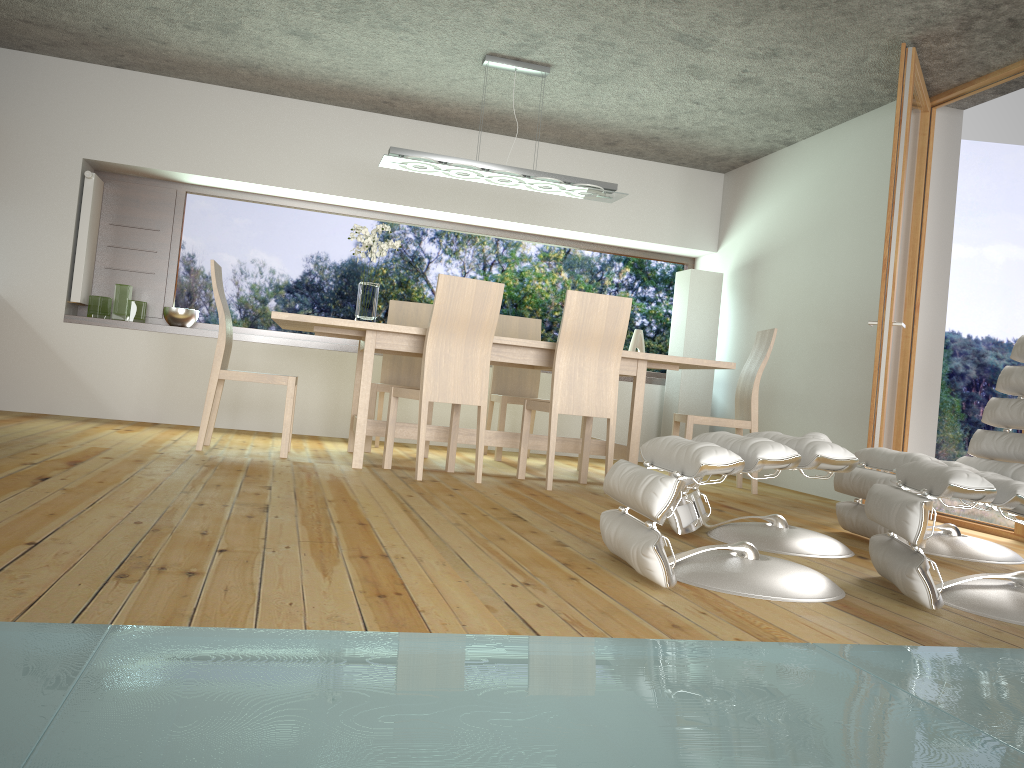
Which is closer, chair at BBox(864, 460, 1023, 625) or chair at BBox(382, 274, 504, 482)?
chair at BBox(864, 460, 1023, 625)

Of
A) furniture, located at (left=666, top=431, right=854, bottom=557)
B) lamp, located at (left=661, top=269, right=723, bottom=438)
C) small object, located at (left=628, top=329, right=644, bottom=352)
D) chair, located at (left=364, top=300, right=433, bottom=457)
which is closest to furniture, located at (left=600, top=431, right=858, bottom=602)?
furniture, located at (left=666, top=431, right=854, bottom=557)

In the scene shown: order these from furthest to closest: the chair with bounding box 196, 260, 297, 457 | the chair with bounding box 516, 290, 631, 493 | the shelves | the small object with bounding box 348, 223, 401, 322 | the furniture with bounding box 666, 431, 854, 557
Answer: the shelves < the small object with bounding box 348, 223, 401, 322 < the chair with bounding box 196, 260, 297, 457 < the chair with bounding box 516, 290, 631, 493 < the furniture with bounding box 666, 431, 854, 557

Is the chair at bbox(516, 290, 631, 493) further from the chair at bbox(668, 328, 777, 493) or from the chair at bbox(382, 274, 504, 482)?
the chair at bbox(668, 328, 777, 493)

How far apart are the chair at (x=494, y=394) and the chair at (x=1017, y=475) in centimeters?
249cm

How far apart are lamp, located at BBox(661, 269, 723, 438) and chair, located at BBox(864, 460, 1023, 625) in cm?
392

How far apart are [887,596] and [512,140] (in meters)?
5.09

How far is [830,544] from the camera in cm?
328

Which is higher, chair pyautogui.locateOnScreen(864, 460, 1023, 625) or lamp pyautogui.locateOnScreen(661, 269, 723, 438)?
lamp pyautogui.locateOnScreen(661, 269, 723, 438)

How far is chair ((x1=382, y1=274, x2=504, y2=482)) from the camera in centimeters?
437cm
